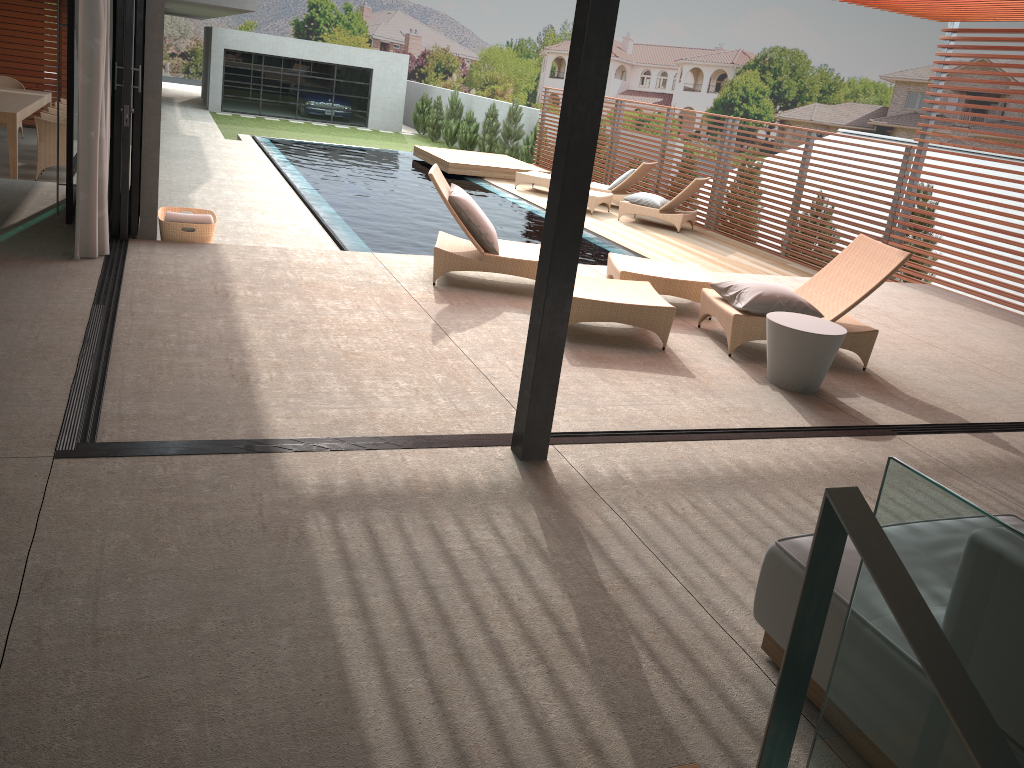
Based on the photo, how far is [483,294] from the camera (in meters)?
6.52

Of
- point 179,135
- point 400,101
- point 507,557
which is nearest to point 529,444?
point 507,557

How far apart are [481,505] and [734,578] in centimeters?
96cm

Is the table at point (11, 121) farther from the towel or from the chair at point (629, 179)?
the chair at point (629, 179)

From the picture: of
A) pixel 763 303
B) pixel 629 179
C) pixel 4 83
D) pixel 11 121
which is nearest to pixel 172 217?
pixel 11 121

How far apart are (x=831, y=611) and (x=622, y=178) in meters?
12.6 m

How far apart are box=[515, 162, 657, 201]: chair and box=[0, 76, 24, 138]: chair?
7.6m

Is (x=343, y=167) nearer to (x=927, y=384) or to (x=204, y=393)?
(x=927, y=384)

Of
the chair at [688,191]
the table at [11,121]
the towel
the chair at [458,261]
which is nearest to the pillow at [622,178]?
the chair at [688,191]

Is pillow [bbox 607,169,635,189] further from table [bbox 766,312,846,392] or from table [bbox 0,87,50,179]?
table [bbox 766,312,846,392]
